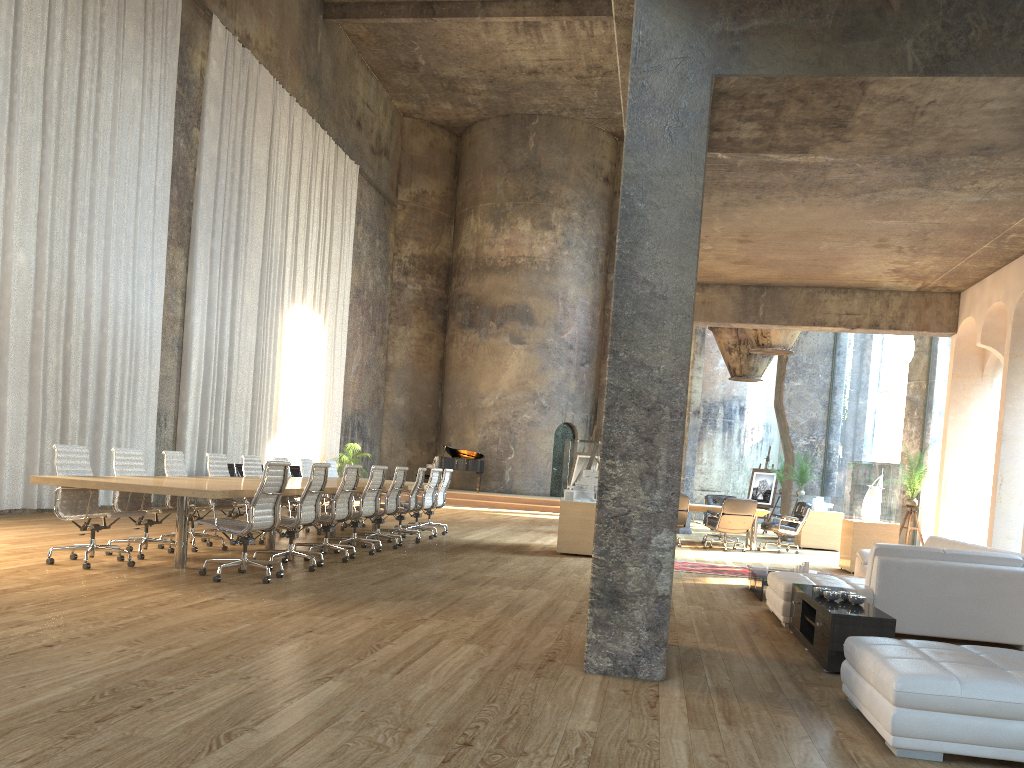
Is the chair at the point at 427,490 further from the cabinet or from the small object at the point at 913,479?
the cabinet

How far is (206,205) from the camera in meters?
16.2

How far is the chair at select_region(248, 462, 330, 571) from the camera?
8.1m

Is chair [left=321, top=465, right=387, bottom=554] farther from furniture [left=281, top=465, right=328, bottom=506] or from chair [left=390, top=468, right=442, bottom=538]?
furniture [left=281, top=465, right=328, bottom=506]

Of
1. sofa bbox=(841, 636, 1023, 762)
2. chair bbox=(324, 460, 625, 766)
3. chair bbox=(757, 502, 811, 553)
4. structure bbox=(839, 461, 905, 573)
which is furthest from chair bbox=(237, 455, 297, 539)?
chair bbox=(757, 502, 811, 553)

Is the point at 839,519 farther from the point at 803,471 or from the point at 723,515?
the point at 723,515

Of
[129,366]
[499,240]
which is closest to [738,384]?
[499,240]

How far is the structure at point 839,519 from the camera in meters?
16.1 m

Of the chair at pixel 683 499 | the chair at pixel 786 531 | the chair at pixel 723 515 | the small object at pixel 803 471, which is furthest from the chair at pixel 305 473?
the small object at pixel 803 471

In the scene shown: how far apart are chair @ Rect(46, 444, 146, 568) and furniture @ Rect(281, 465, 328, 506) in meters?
10.6 m
